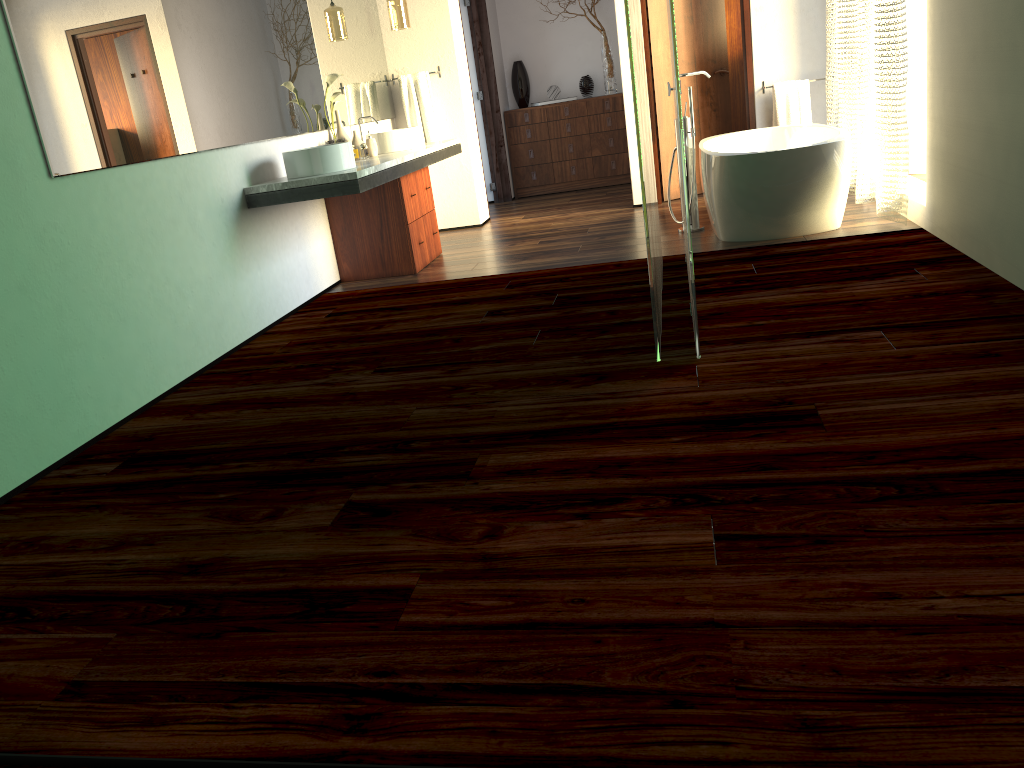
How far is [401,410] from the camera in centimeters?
292cm

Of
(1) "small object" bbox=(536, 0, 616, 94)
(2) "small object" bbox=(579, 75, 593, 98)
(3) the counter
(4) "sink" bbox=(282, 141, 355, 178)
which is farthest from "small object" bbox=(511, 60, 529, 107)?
(4) "sink" bbox=(282, 141, 355, 178)

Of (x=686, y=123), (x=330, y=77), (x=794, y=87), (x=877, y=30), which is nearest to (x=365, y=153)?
(x=794, y=87)

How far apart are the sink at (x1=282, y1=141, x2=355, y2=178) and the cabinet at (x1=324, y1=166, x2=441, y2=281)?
0.7m

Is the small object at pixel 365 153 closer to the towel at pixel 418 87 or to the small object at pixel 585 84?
the small object at pixel 585 84

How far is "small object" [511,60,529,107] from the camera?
8.1m

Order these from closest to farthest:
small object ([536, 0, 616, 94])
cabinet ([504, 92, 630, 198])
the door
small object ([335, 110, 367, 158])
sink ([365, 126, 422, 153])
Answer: small object ([335, 110, 367, 158]), sink ([365, 126, 422, 153]), the door, small object ([536, 0, 616, 94]), cabinet ([504, 92, 630, 198])

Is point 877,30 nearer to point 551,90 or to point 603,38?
point 603,38

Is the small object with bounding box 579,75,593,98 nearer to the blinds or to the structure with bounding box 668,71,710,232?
the blinds

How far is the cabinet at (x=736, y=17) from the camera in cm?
732
